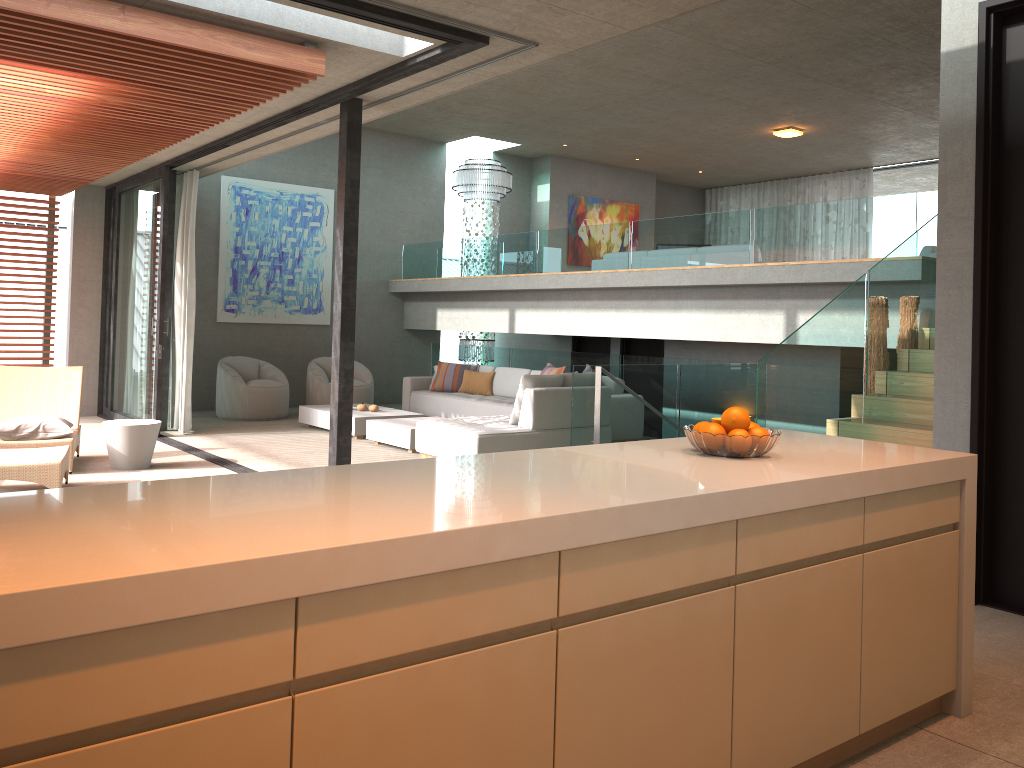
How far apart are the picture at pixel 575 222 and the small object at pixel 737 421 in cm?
1296

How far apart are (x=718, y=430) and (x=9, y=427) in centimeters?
640cm

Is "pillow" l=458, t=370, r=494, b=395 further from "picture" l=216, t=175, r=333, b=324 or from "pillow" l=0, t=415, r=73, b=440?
"pillow" l=0, t=415, r=73, b=440

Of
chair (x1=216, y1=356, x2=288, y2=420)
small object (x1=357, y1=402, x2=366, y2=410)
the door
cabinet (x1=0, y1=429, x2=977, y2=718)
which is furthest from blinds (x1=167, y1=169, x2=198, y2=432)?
cabinet (x1=0, y1=429, x2=977, y2=718)

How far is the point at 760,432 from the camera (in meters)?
2.86

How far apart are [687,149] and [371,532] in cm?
1366

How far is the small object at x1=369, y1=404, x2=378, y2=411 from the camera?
10.31m

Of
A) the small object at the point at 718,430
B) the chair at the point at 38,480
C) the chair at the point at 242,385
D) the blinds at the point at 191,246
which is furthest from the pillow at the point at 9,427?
the small object at the point at 718,430

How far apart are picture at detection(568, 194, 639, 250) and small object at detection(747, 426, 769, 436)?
12.98m

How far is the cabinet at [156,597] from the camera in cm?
142
